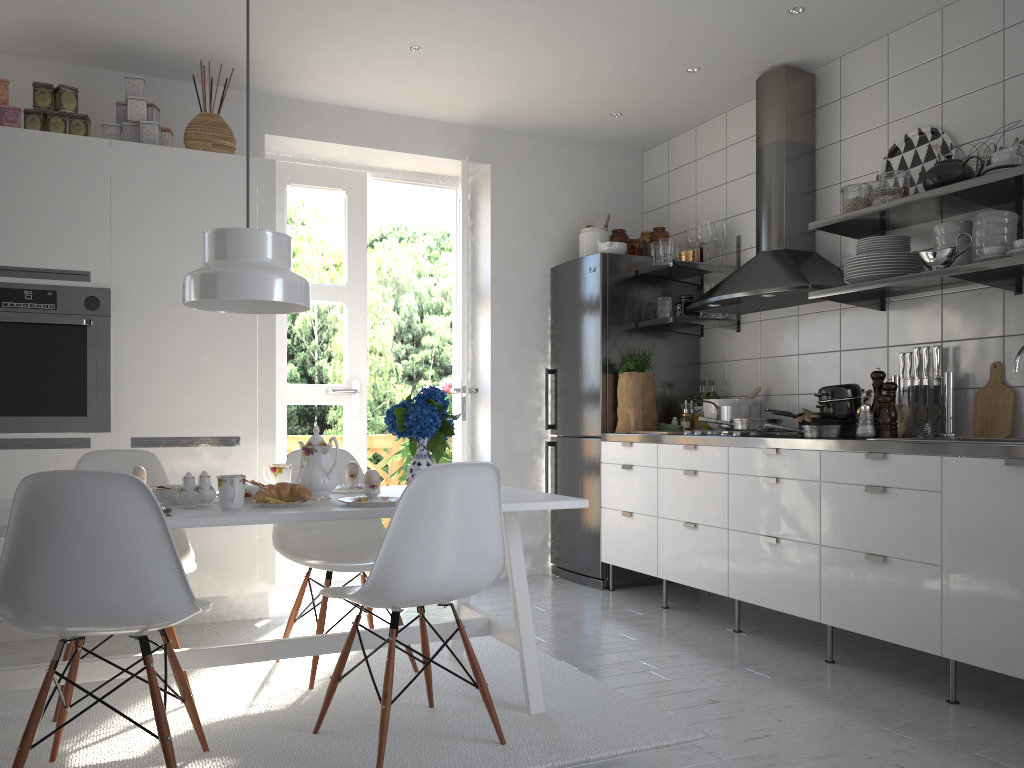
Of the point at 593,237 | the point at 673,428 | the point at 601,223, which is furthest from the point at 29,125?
the point at 673,428

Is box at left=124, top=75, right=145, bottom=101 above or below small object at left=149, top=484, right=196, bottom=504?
above

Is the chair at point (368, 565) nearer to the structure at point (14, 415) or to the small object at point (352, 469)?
the small object at point (352, 469)

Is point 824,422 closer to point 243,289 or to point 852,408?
point 852,408

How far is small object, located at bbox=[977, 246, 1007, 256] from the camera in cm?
299

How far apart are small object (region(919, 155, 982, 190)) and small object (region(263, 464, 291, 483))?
2.5 meters

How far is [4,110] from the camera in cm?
368

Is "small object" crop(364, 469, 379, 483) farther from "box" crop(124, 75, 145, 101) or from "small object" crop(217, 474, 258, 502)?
"box" crop(124, 75, 145, 101)

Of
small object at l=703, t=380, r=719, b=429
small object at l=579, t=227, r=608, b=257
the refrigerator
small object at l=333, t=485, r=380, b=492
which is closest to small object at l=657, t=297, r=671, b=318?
the refrigerator

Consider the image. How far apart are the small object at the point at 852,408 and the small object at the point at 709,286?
1.2 meters
